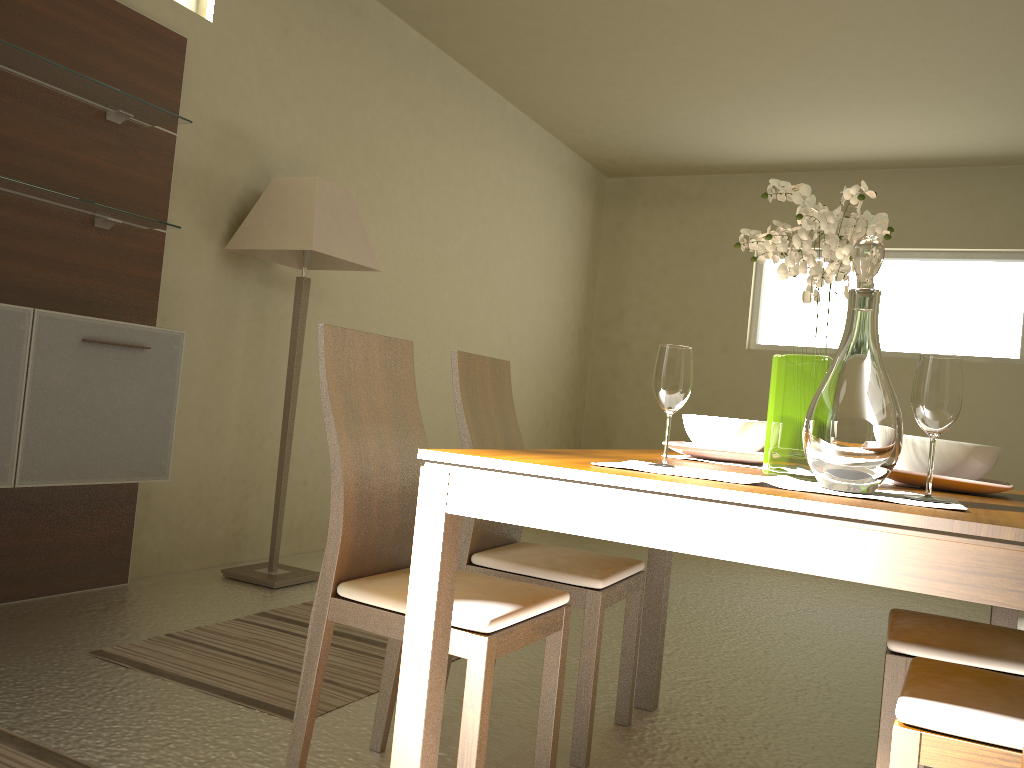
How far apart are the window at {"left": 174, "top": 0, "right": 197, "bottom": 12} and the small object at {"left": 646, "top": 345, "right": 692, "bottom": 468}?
3.1m

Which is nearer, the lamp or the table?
the table

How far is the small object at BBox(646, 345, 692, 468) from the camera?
1.67m

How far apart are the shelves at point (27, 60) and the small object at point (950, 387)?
2.8 meters

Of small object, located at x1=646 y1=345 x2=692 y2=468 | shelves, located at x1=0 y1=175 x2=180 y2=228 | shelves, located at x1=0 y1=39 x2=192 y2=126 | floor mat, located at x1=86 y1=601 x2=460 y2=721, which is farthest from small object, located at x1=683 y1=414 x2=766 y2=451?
shelves, located at x1=0 y1=39 x2=192 y2=126

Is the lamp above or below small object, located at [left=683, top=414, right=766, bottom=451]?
above

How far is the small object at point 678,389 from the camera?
1.7m

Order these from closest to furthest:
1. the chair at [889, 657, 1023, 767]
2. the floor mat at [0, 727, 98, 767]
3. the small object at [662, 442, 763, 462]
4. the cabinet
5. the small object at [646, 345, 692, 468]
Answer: the chair at [889, 657, 1023, 767] < the small object at [646, 345, 692, 468] < the floor mat at [0, 727, 98, 767] < the small object at [662, 442, 763, 462] < the cabinet

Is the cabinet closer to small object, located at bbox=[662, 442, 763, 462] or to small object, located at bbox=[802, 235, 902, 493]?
small object, located at bbox=[662, 442, 763, 462]

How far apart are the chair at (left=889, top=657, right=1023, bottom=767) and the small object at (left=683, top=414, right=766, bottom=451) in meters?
0.6
